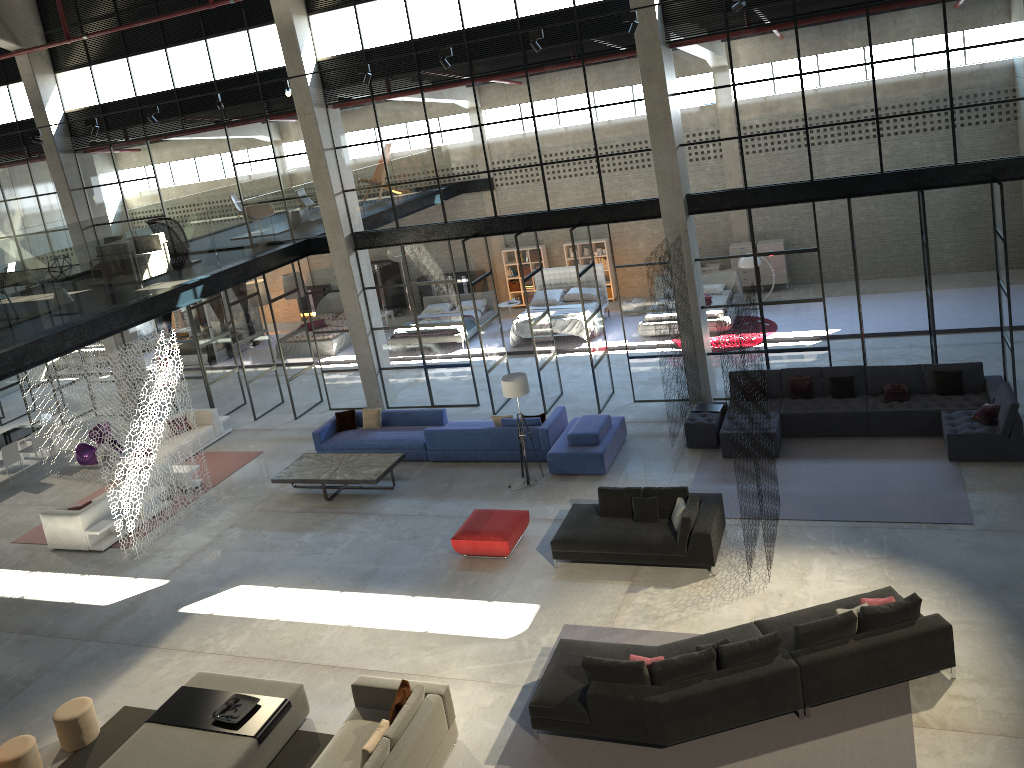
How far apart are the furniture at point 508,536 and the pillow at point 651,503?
1.7 meters

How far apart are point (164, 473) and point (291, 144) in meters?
6.9

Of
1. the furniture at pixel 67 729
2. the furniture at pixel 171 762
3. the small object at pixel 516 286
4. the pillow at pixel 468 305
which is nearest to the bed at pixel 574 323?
the pillow at pixel 468 305

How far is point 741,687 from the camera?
8.4 meters

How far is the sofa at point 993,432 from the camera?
12.34m

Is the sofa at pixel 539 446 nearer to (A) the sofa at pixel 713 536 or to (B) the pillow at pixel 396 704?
(A) the sofa at pixel 713 536

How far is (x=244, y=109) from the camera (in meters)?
17.75

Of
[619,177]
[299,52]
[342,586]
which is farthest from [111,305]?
[619,177]

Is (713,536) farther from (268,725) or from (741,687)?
(268,725)

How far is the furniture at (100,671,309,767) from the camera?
8.87m
